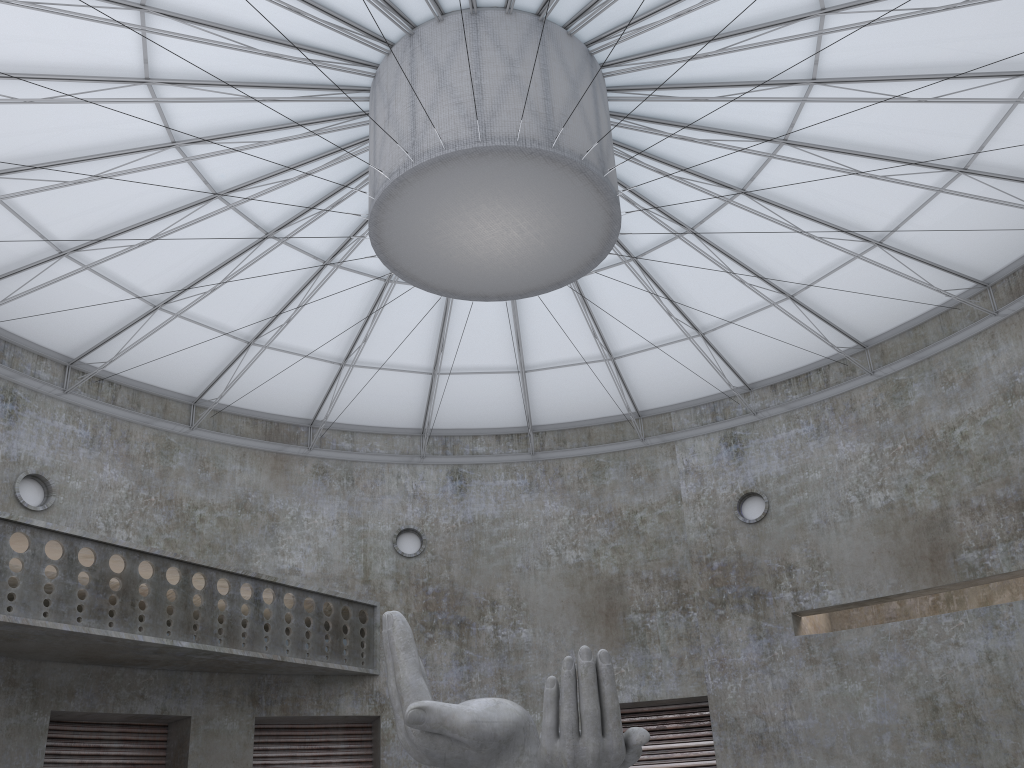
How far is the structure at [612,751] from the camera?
17.0 meters

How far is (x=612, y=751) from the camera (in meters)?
16.97

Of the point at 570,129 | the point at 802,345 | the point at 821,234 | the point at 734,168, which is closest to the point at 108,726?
the point at 570,129

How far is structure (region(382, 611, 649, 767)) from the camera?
16.97m
